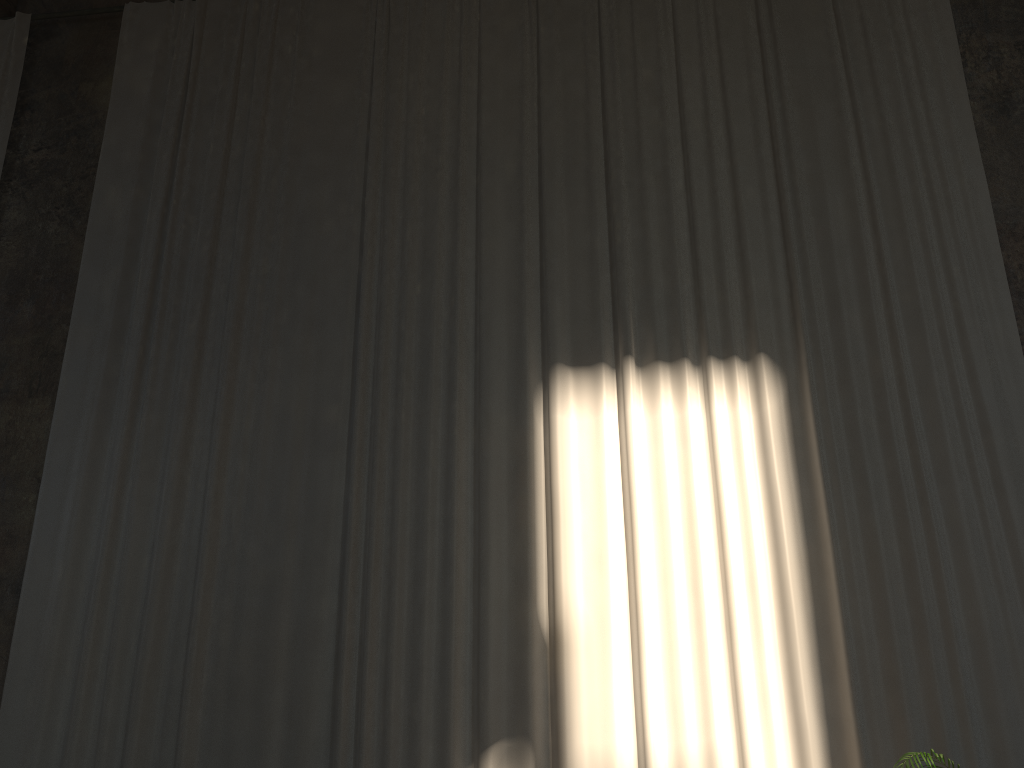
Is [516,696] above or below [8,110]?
below

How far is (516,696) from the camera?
6.0 meters

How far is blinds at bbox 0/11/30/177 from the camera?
8.73m

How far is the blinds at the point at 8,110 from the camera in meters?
8.7

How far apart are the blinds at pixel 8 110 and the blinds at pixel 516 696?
1.05m

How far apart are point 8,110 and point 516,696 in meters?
7.5

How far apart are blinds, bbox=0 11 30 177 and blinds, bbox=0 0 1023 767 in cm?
105

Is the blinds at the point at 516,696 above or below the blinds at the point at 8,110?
below

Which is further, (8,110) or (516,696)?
(8,110)

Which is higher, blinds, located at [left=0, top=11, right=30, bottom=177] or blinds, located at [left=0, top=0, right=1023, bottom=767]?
blinds, located at [left=0, top=11, right=30, bottom=177]
